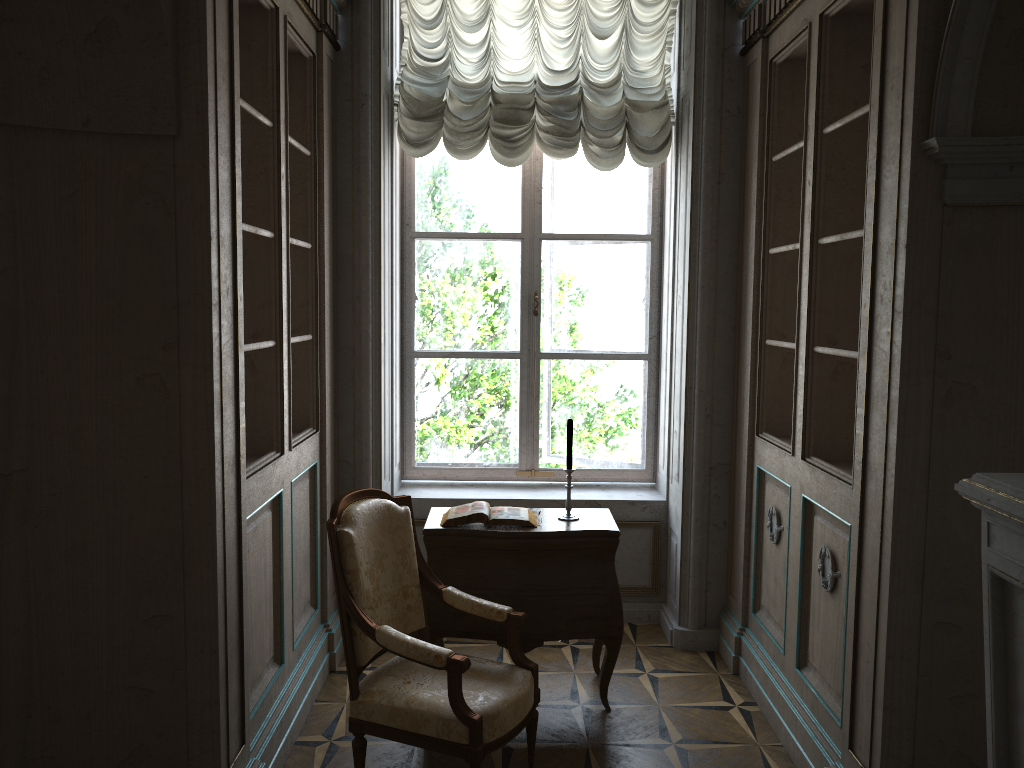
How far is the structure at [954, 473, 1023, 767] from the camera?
1.9 meters

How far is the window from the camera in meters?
4.9

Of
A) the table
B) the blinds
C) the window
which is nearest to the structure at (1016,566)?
the table

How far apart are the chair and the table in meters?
0.2 m

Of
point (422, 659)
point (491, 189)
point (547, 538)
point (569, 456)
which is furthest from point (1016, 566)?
point (491, 189)

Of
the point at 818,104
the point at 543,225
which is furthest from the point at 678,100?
the point at 818,104

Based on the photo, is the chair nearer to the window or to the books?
the books

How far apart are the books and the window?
Answer: 1.2m

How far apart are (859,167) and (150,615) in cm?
284

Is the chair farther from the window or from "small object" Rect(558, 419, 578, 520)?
the window
